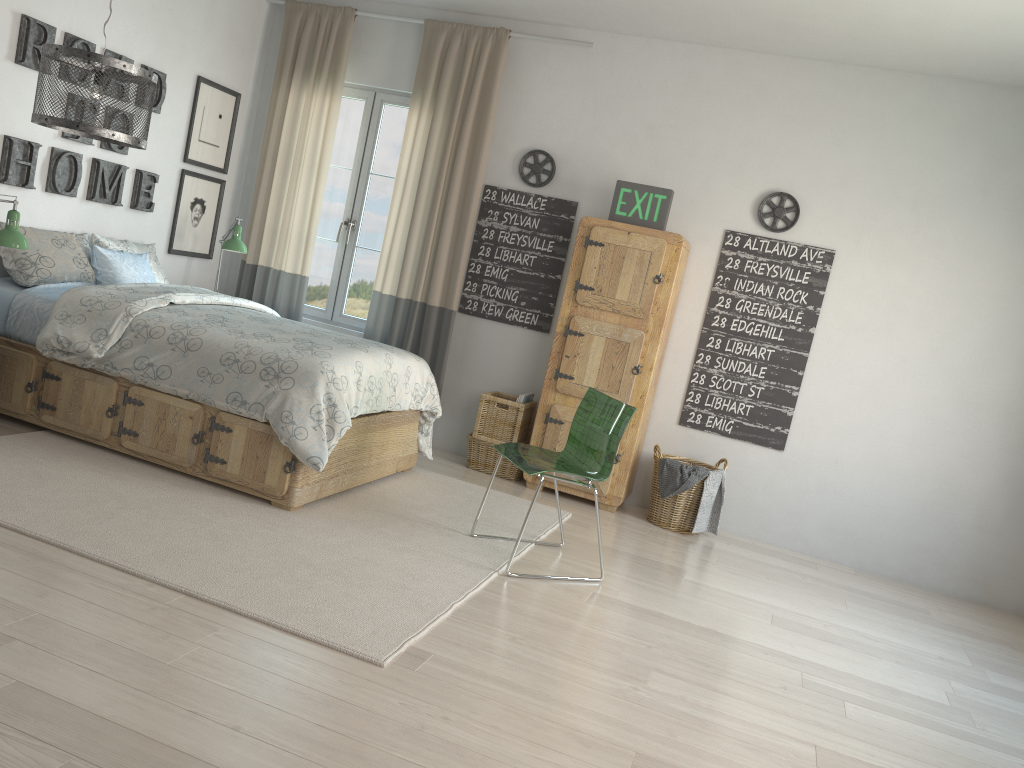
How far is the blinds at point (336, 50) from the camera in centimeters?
557cm

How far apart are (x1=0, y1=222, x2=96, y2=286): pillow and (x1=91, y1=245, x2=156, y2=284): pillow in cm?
3

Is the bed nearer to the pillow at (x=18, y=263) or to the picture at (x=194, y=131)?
the pillow at (x=18, y=263)

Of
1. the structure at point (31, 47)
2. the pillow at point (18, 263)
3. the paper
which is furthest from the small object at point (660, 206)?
the pillow at point (18, 263)

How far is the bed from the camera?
3.7 meters

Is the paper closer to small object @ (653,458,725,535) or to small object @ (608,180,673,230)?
small object @ (653,458,725,535)

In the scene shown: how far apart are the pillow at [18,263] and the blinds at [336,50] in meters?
1.3

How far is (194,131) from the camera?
5.36m

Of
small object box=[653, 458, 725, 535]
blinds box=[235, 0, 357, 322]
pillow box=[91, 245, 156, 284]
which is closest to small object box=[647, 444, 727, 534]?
small object box=[653, 458, 725, 535]

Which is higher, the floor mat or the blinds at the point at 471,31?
the blinds at the point at 471,31
